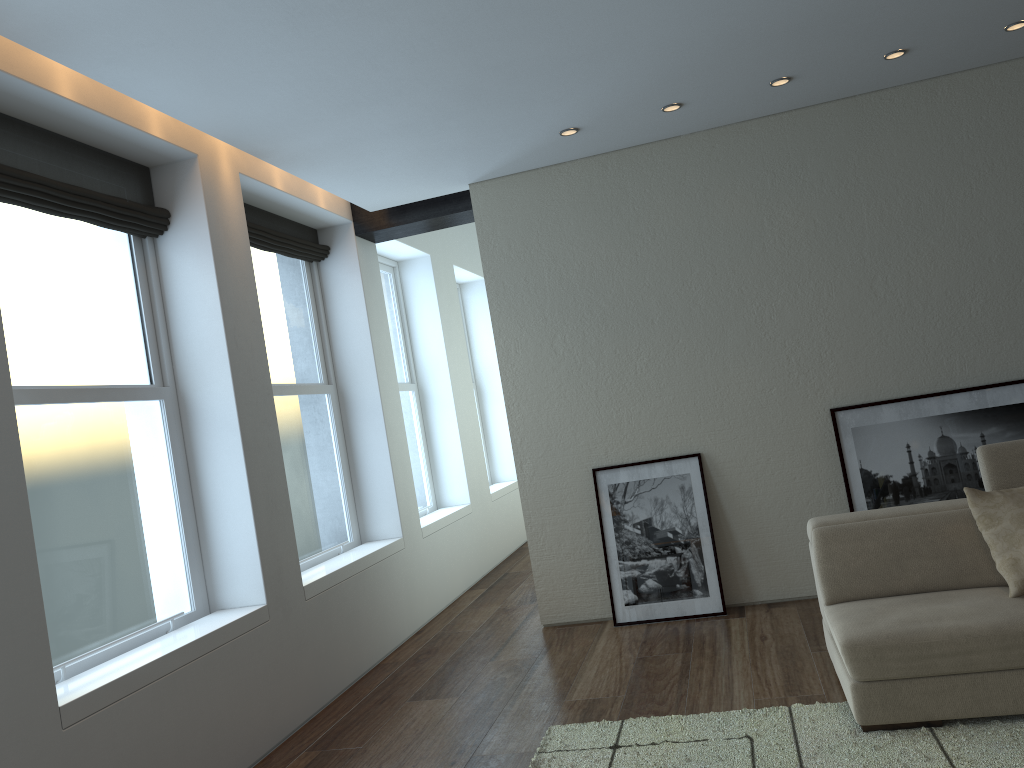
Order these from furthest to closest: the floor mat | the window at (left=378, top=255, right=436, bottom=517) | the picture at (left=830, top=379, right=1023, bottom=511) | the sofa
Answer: the window at (left=378, top=255, right=436, bottom=517), the picture at (left=830, top=379, right=1023, bottom=511), the sofa, the floor mat

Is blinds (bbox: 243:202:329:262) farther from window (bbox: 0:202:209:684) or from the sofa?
the sofa

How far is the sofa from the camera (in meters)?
3.24

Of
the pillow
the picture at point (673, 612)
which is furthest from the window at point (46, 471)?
the pillow

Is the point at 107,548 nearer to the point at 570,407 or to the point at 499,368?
the point at 499,368

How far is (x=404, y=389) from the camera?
7.87m

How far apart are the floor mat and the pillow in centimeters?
47cm

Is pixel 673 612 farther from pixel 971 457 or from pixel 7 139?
pixel 7 139

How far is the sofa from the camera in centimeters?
324cm

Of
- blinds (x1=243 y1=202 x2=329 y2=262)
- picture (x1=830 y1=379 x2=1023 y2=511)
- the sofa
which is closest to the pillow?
the sofa
